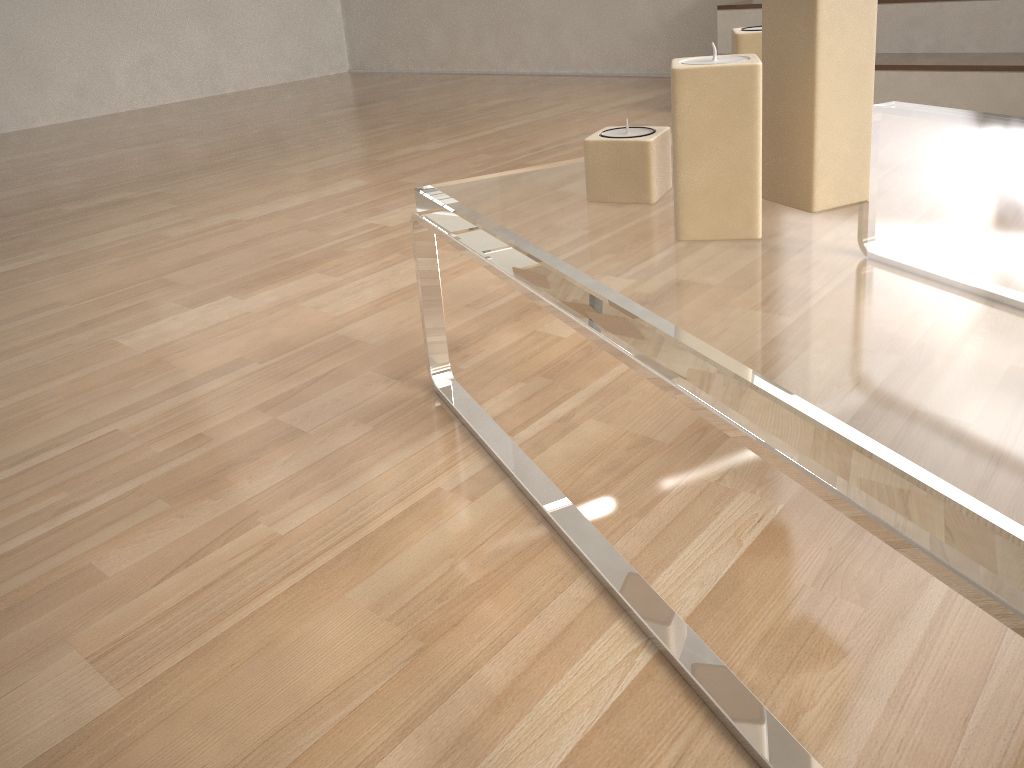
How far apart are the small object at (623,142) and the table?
0.0 meters

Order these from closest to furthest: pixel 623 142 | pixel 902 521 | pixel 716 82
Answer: pixel 902 521 < pixel 716 82 < pixel 623 142

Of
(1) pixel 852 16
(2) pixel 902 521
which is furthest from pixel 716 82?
(2) pixel 902 521

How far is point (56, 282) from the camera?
1.56m

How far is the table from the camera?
0.39m

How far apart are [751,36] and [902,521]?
0.60m

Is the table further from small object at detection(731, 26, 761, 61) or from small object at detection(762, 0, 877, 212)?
small object at detection(731, 26, 761, 61)

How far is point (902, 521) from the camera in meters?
0.4

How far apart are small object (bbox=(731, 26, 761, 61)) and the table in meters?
0.2

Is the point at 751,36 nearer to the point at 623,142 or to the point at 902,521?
the point at 623,142
